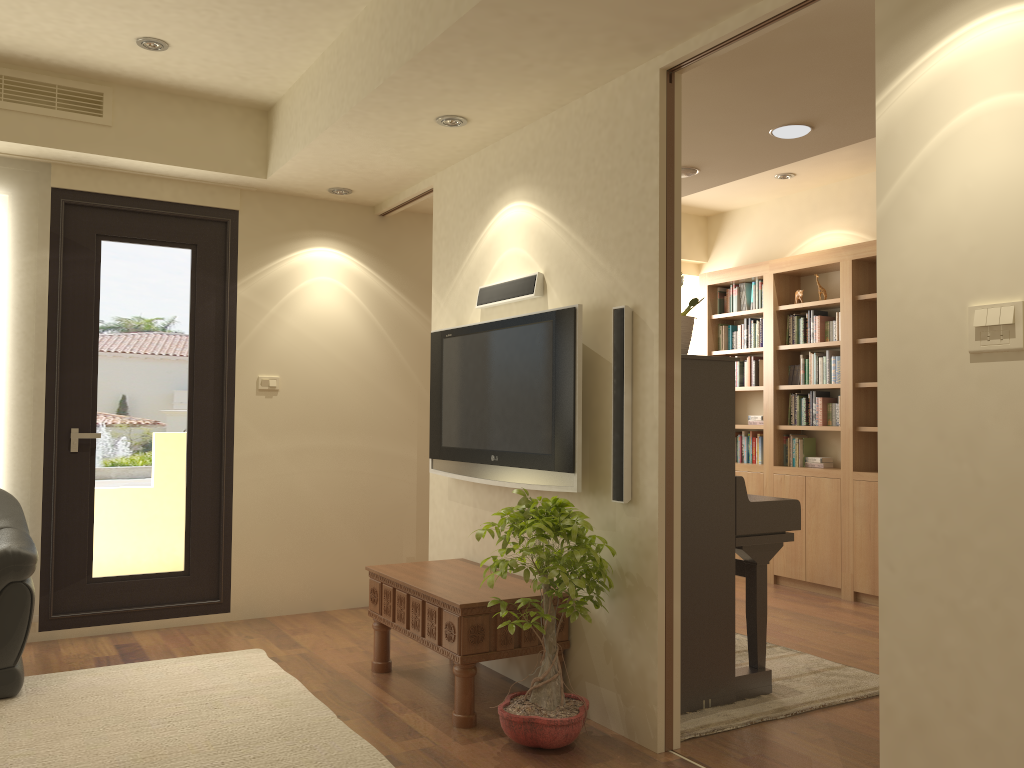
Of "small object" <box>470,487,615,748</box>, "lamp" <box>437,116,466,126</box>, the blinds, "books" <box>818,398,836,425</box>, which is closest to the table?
"small object" <box>470,487,615,748</box>

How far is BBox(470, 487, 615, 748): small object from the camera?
3.2m

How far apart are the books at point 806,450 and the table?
3.2 meters

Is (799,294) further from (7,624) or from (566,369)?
(7,624)

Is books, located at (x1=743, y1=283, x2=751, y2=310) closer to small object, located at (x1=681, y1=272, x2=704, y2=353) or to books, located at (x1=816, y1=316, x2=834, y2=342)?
books, located at (x1=816, y1=316, x2=834, y2=342)

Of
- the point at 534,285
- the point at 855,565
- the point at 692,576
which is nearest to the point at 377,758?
the point at 692,576

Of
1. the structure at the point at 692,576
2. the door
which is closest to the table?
the structure at the point at 692,576

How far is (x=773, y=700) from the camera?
3.8 meters

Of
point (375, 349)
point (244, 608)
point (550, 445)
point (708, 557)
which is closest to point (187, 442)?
point (244, 608)

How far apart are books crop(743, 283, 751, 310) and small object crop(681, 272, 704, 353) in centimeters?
354cm
